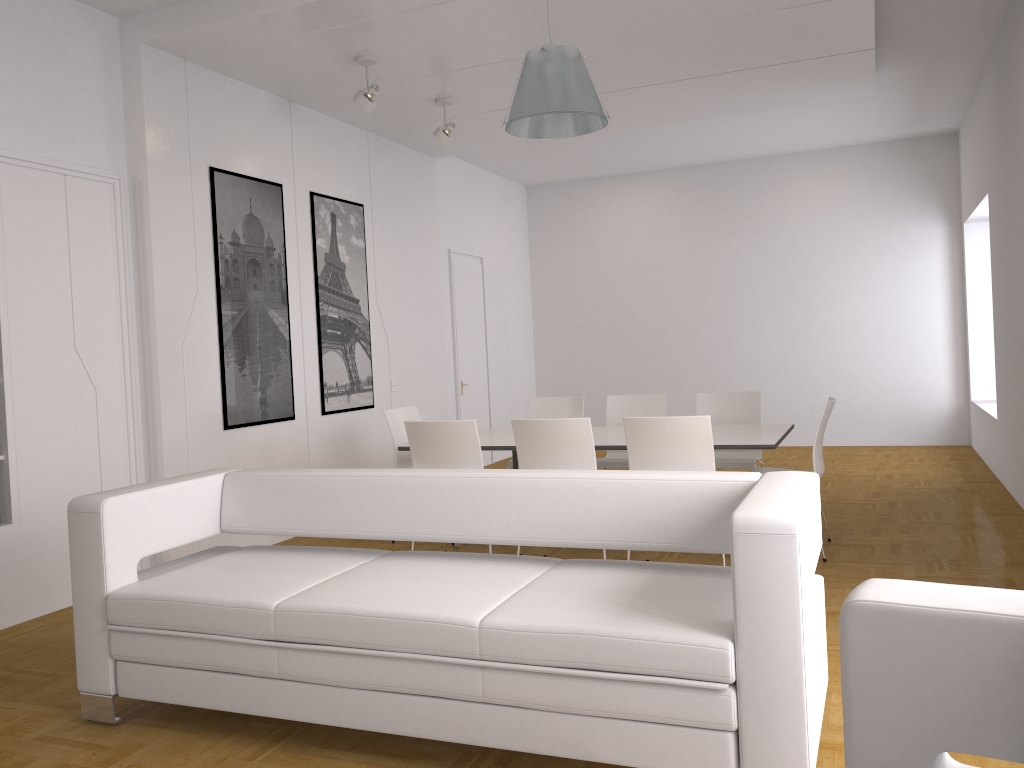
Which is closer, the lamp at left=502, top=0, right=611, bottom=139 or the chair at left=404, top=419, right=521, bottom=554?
the lamp at left=502, top=0, right=611, bottom=139

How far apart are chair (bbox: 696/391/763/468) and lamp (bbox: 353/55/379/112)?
3.15m

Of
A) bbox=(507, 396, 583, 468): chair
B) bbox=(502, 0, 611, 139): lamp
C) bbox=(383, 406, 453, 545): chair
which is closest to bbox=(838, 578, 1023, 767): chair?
bbox=(502, 0, 611, 139): lamp

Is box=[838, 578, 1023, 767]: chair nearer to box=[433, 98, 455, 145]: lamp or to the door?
box=[433, 98, 455, 145]: lamp

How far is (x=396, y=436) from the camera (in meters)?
6.35

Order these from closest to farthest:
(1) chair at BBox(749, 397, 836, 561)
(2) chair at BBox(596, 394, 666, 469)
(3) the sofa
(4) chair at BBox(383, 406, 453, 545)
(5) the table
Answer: (3) the sofa → (5) the table → (1) chair at BBox(749, 397, 836, 561) → (4) chair at BBox(383, 406, 453, 545) → (2) chair at BBox(596, 394, 666, 469)

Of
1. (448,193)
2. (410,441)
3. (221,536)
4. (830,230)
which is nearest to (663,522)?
(410,441)

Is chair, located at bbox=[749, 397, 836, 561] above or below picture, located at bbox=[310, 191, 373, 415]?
below

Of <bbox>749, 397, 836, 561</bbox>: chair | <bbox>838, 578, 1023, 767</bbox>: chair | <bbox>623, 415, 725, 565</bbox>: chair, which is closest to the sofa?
<bbox>838, 578, 1023, 767</bbox>: chair

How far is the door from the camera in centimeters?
972cm
